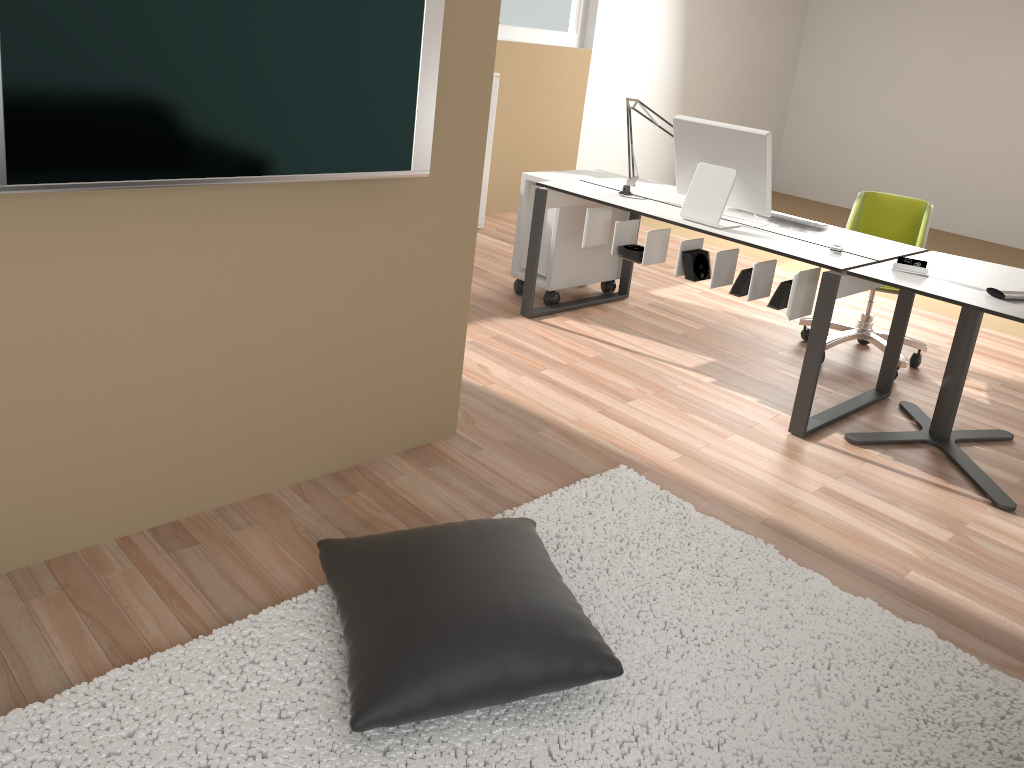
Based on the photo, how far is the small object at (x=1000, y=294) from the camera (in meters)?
3.04

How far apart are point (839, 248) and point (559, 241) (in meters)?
1.51

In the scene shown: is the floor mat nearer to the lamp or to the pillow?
the pillow

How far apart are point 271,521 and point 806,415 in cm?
207

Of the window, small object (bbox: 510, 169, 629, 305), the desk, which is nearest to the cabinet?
the window

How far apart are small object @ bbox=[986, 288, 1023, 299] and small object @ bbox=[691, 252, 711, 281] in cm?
109

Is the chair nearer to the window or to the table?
the table

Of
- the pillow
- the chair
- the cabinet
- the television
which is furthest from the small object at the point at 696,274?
the cabinet

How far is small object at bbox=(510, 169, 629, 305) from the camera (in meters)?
4.52

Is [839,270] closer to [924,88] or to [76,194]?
[76,194]
